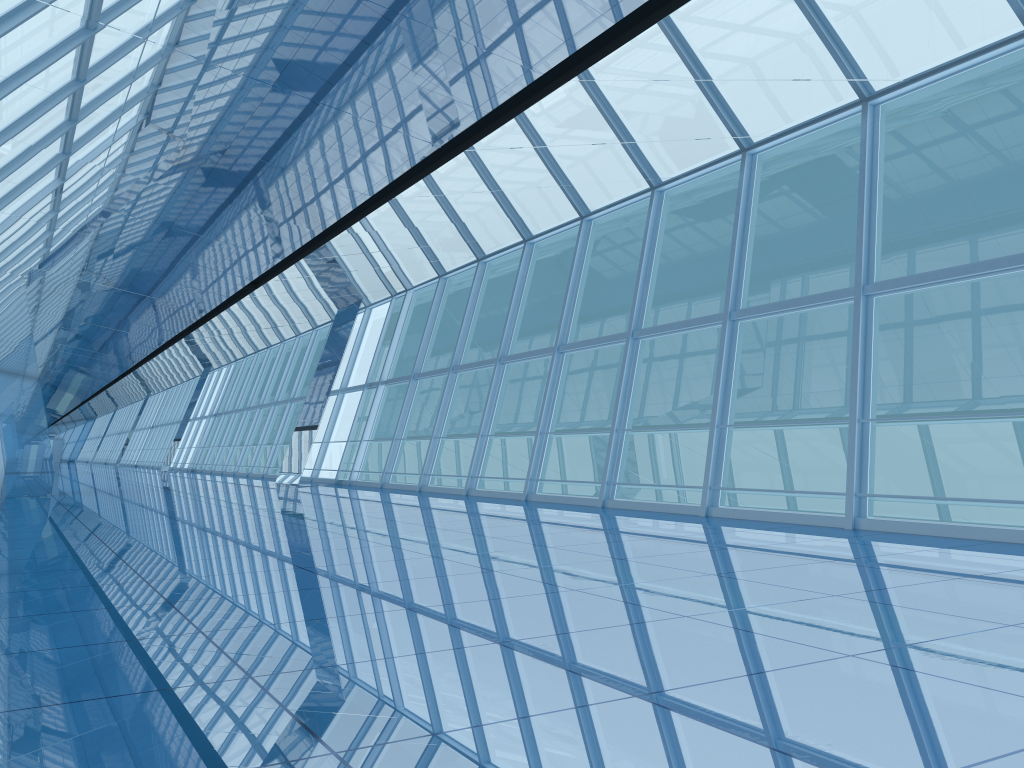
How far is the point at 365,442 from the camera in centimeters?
2089cm

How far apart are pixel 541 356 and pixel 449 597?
9.8 meters

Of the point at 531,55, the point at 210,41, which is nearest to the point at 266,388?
the point at 210,41
